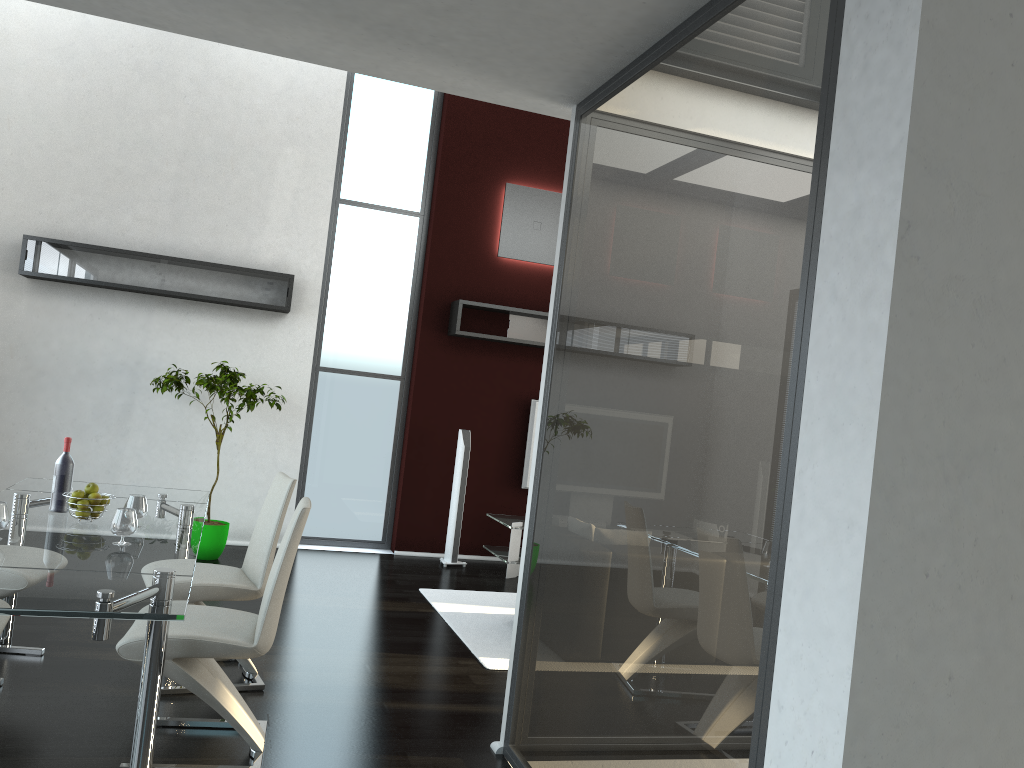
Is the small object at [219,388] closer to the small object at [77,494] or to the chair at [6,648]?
the chair at [6,648]

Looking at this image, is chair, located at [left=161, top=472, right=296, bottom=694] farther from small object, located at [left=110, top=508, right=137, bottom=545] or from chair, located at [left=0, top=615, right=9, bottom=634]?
chair, located at [left=0, top=615, right=9, bottom=634]

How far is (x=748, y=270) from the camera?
2.3m

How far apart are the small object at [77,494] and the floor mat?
2.3 meters

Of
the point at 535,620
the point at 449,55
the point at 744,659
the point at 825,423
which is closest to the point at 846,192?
the point at 825,423

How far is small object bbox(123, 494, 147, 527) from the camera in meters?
3.7

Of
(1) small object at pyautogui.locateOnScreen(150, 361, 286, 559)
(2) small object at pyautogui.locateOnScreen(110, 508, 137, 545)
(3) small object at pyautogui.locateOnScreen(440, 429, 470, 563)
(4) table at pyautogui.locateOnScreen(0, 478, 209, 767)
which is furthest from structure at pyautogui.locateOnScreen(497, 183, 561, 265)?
(2) small object at pyautogui.locateOnScreen(110, 508, 137, 545)

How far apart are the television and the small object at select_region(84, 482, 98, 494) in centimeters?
469cm

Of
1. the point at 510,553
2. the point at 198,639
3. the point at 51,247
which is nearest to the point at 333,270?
the point at 51,247

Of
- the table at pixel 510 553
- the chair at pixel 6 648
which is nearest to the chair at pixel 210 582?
the chair at pixel 6 648
